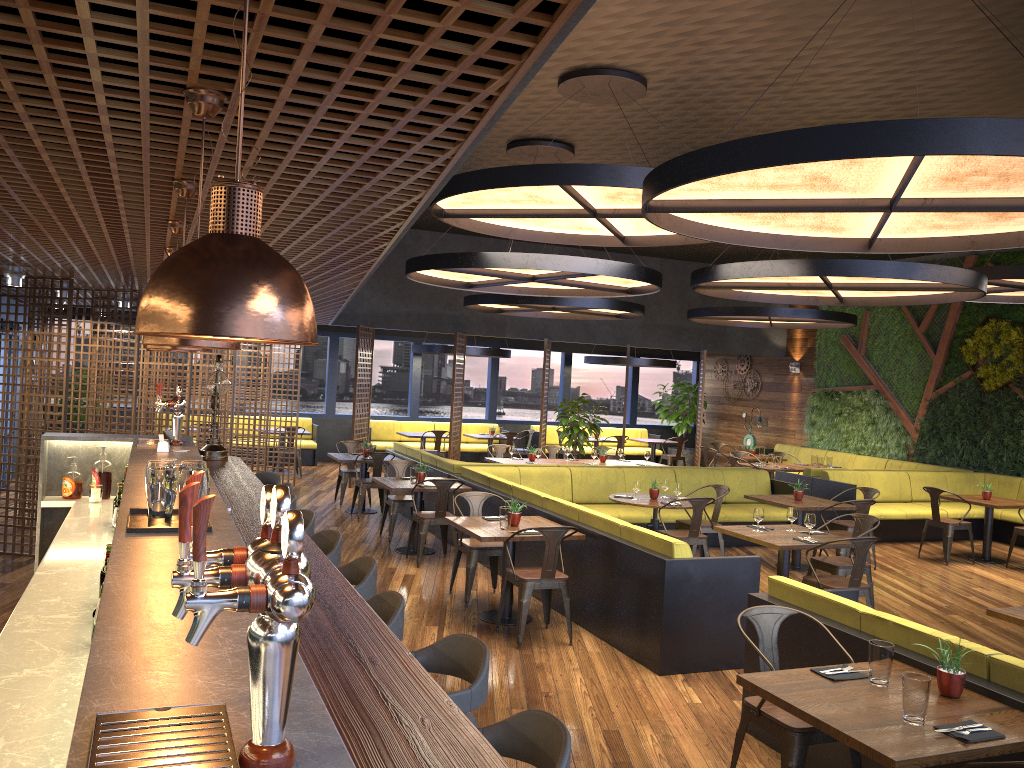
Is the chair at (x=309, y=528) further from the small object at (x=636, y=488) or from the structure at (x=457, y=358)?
the structure at (x=457, y=358)

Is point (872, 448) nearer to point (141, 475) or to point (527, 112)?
point (527, 112)

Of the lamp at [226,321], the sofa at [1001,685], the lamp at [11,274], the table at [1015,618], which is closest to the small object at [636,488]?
the sofa at [1001,685]

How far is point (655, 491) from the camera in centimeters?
948cm

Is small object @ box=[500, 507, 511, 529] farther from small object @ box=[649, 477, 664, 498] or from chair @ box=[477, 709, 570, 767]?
chair @ box=[477, 709, 570, 767]

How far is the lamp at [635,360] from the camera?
Answer: 18.2m

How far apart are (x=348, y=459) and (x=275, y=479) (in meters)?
4.23

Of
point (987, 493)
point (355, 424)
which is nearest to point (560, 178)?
point (987, 493)

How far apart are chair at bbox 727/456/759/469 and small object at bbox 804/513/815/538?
6.54m

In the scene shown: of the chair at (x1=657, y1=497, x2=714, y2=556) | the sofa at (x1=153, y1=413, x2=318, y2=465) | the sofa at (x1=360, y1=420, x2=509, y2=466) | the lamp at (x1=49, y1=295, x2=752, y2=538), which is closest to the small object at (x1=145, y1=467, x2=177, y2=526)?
the chair at (x1=657, y1=497, x2=714, y2=556)
